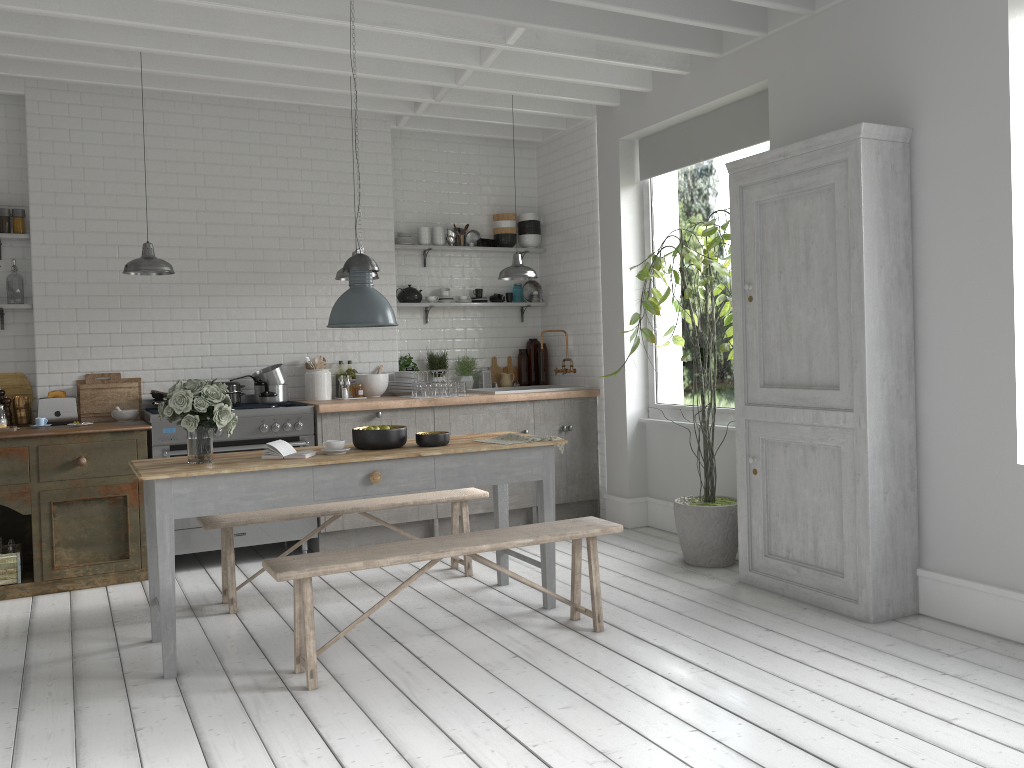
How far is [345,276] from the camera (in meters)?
7.38

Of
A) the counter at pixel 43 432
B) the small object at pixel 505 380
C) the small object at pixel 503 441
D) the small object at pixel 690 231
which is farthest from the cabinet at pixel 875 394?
the counter at pixel 43 432

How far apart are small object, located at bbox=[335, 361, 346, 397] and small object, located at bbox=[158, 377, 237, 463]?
1.5m

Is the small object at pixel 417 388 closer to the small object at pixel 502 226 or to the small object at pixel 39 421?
the small object at pixel 502 226

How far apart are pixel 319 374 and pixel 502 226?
2.6m

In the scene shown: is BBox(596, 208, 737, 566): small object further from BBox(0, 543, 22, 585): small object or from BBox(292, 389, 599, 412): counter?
BBox(0, 543, 22, 585): small object

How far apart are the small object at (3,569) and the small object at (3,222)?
2.66m

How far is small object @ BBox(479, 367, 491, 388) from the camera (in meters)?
9.42

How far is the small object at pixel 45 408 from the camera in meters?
7.4

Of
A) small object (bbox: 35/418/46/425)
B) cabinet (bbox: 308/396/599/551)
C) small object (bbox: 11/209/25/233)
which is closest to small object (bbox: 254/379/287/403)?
cabinet (bbox: 308/396/599/551)
